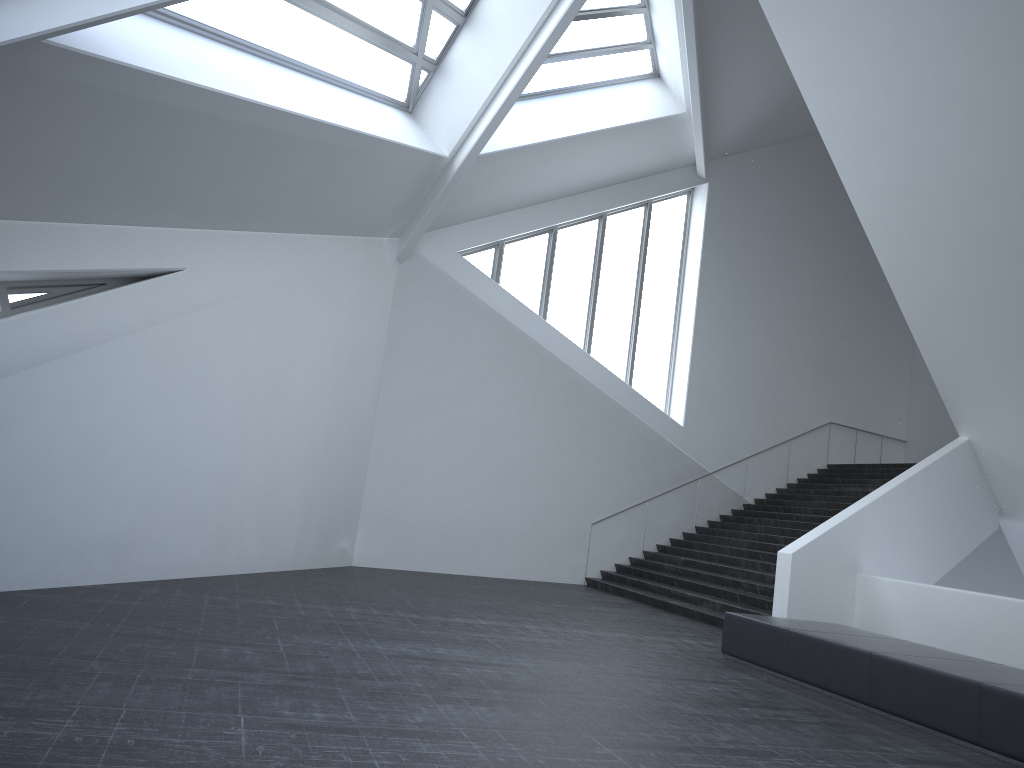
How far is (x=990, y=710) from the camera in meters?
6.3

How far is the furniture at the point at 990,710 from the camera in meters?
6.3

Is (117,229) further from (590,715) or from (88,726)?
(590,715)

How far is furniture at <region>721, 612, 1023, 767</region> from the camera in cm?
626
